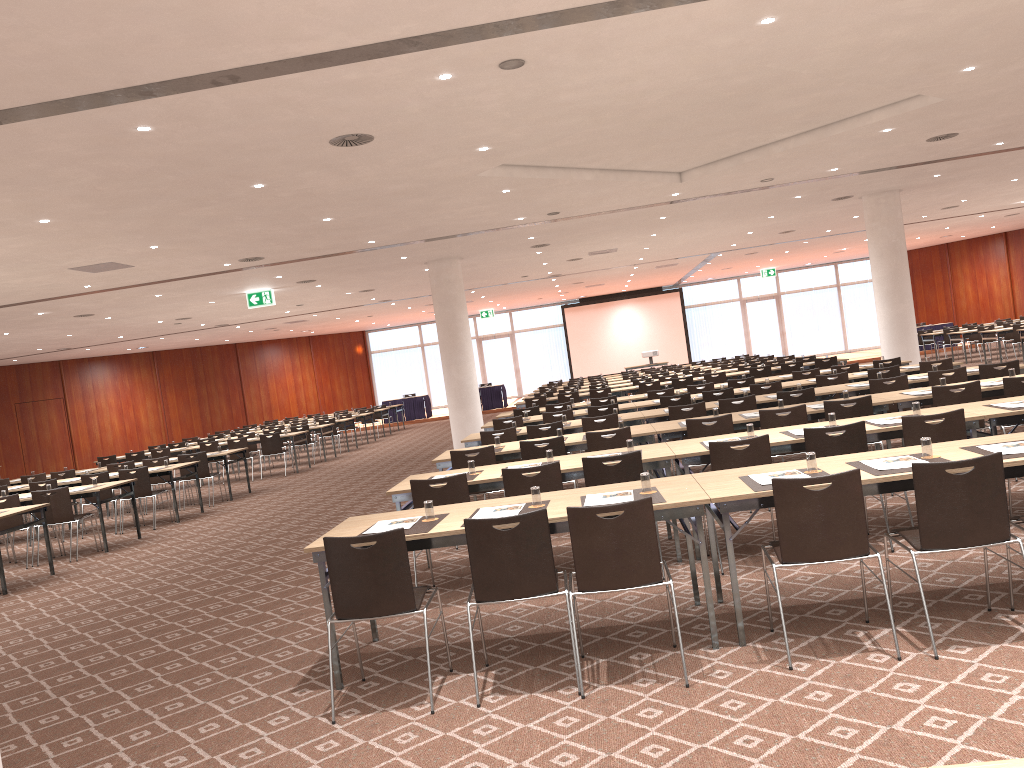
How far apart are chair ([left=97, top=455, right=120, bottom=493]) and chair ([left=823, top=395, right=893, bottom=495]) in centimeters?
1559cm

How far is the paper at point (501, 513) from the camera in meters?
5.2 m

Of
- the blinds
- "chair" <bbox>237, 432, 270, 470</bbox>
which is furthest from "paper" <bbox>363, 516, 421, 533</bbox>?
the blinds

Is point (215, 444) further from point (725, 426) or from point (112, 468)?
point (725, 426)

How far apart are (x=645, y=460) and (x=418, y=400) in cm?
2561

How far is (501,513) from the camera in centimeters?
518cm

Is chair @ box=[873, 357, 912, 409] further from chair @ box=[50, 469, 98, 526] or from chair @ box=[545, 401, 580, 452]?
chair @ box=[50, 469, 98, 526]

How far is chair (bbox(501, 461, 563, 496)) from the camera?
6.5m

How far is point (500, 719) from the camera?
4.28m

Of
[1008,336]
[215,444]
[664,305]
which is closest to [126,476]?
[215,444]
